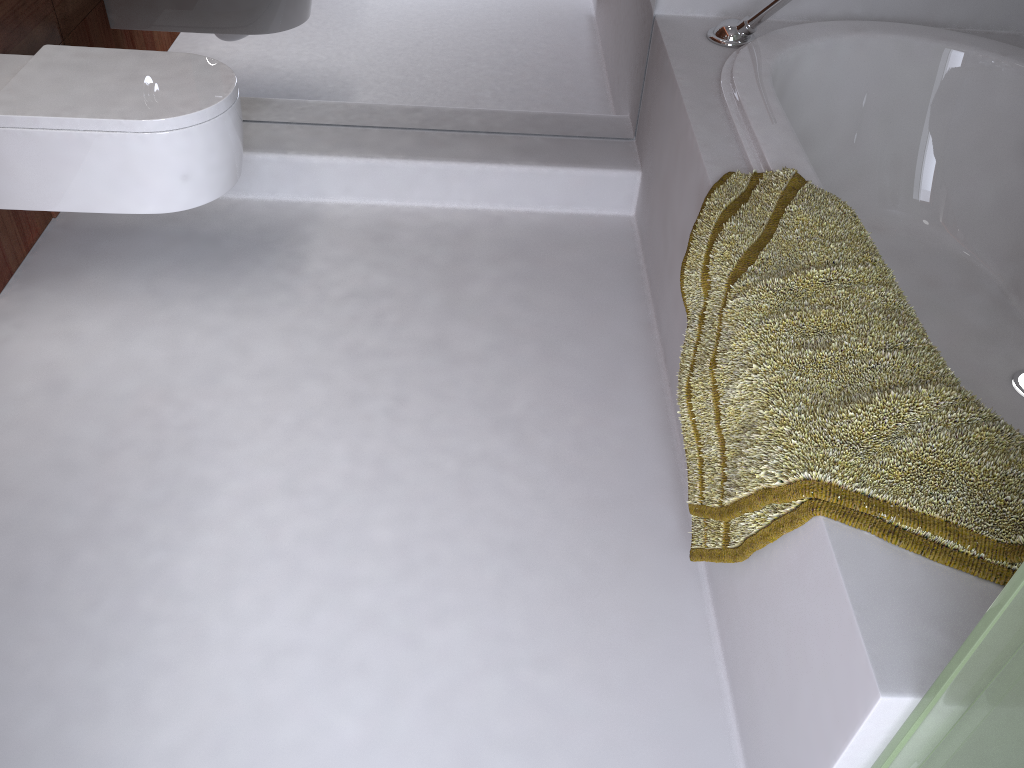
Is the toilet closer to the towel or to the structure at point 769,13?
the towel

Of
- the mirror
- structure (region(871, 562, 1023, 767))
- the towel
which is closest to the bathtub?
the towel

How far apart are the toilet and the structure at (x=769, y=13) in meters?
1.1

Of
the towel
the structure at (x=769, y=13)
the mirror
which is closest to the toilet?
the mirror

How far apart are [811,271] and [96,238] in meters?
1.7 m

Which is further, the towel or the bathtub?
the bathtub

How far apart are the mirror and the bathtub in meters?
0.3 m

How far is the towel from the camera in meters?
1.0

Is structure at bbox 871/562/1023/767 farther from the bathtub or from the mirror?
the mirror

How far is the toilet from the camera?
1.7m
